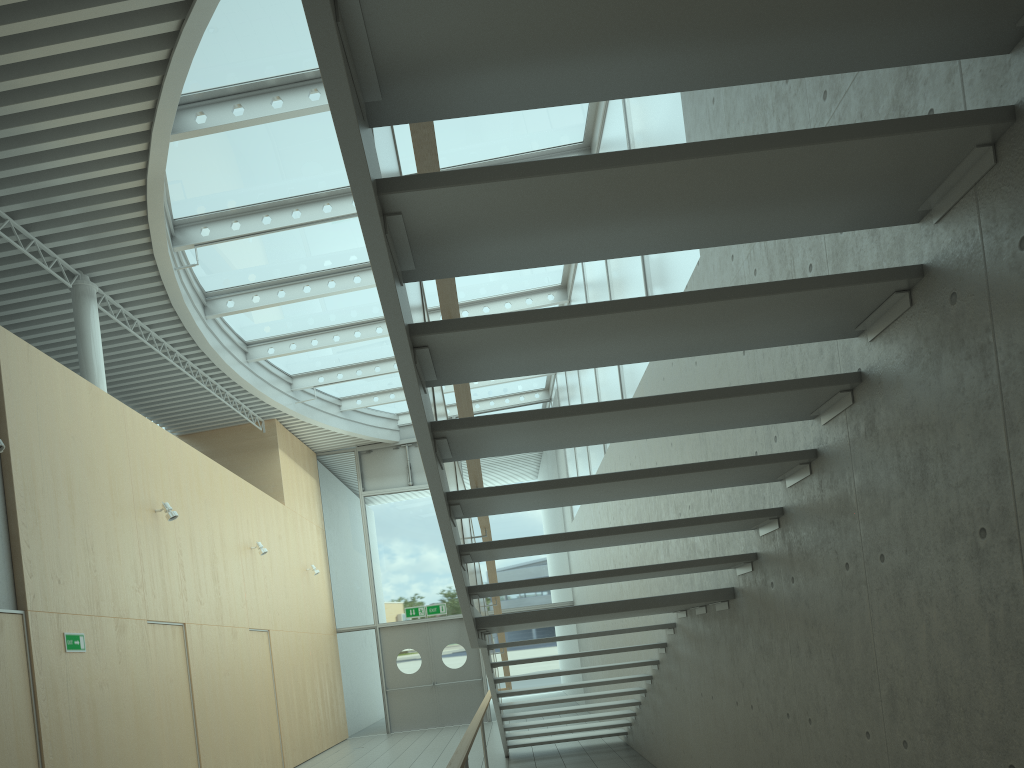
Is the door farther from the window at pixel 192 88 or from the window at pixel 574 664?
the window at pixel 192 88

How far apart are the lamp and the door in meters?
8.4 m

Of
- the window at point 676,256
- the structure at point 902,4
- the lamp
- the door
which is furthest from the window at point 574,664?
the lamp

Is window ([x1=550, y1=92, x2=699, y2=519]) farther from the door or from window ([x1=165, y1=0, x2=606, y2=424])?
the door

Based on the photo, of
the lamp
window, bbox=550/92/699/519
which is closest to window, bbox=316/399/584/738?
window, bbox=550/92/699/519

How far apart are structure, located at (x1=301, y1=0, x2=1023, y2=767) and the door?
6.0 meters

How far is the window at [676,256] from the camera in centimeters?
595cm

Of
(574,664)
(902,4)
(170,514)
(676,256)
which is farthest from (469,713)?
(902,4)

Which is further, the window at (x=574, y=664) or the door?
the window at (x=574, y=664)

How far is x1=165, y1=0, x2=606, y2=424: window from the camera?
7.1 meters
